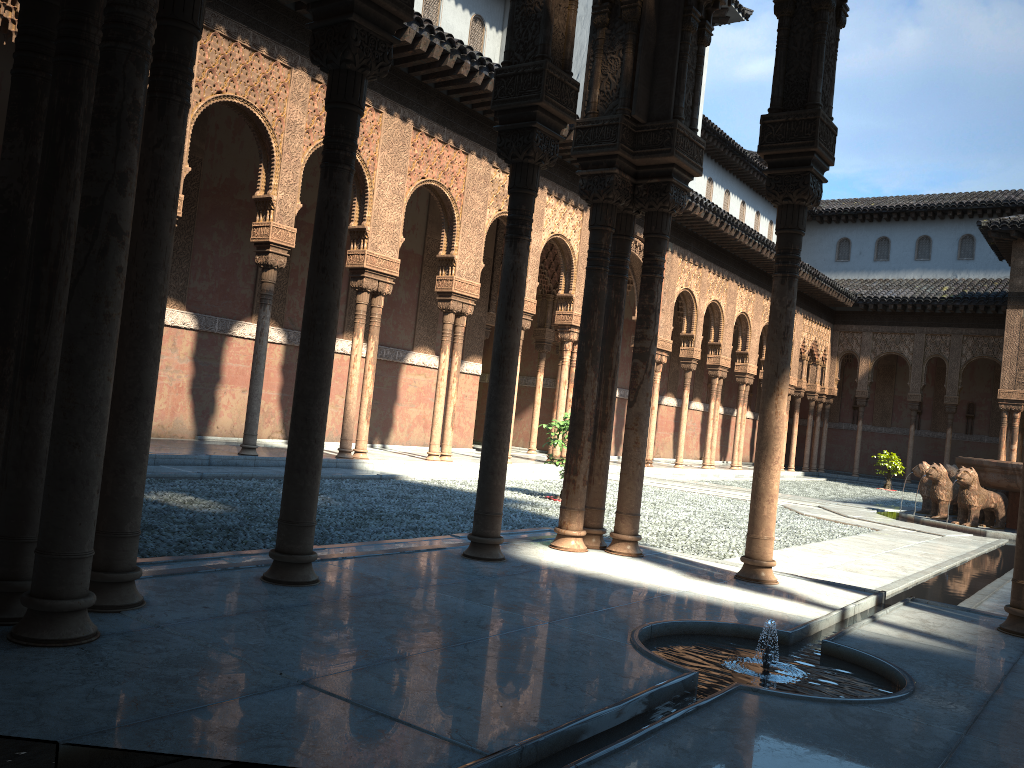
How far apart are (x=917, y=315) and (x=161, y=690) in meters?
33.5 m

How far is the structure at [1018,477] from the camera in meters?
14.5 m

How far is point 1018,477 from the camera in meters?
14.5

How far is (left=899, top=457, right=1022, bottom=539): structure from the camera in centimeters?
1454cm
